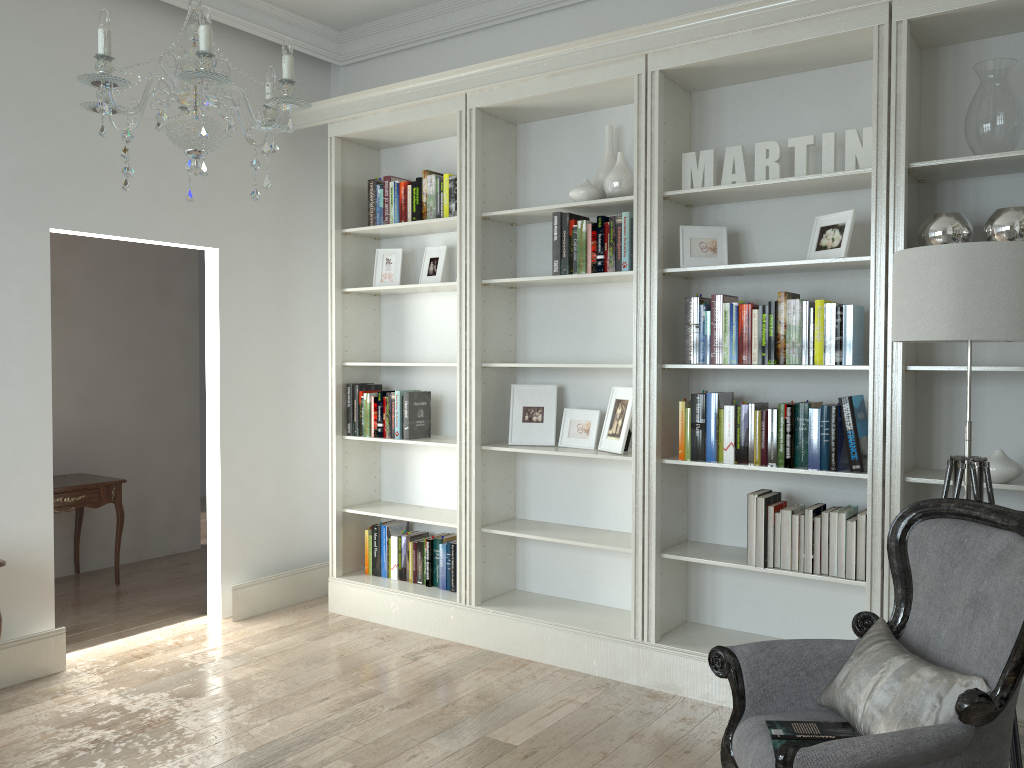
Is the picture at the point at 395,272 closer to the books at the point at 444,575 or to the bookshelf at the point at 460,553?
the bookshelf at the point at 460,553

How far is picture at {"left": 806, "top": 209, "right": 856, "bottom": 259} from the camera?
3.4 meters

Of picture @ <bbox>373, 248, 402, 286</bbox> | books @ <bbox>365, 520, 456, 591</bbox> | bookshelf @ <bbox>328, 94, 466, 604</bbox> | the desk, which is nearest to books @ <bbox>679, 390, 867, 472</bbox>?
bookshelf @ <bbox>328, 94, 466, 604</bbox>

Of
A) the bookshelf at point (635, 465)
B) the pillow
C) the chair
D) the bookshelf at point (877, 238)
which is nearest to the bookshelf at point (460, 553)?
the bookshelf at point (635, 465)

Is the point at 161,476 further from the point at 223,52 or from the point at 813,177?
the point at 813,177

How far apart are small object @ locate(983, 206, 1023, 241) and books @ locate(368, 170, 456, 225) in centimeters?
250cm

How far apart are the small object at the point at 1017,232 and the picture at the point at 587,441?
1.82m

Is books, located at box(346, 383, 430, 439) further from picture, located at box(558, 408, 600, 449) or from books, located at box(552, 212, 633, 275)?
books, located at box(552, 212, 633, 275)

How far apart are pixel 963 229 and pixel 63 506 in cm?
486

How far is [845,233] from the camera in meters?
3.4
